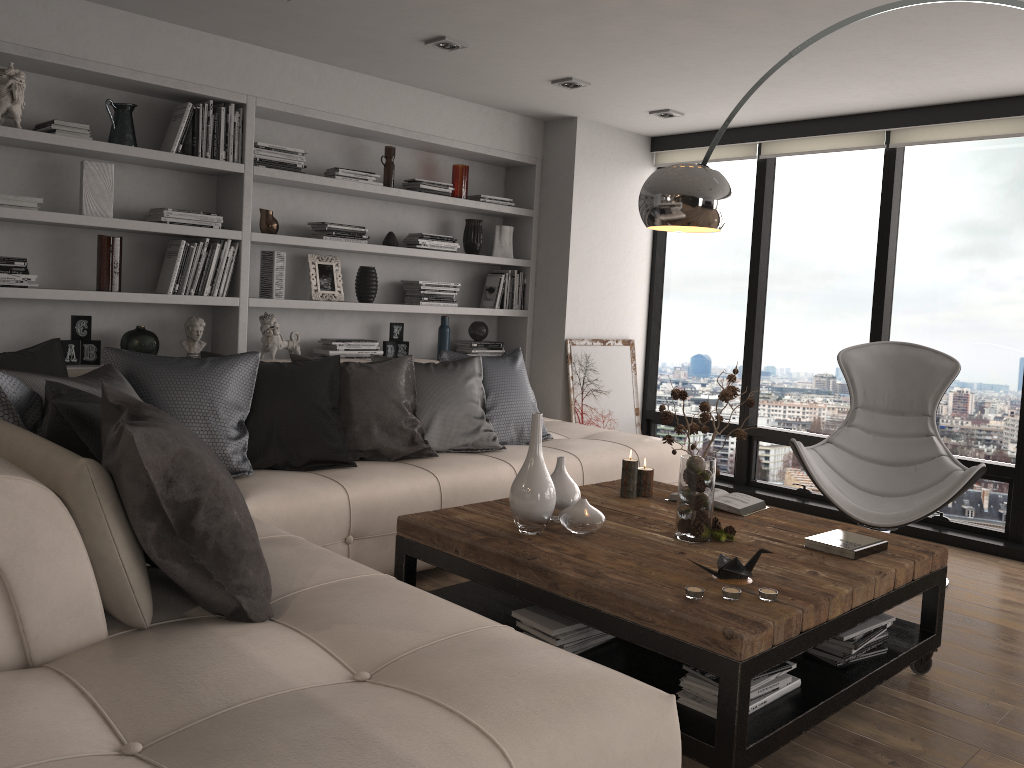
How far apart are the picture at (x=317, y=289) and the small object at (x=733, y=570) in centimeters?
310cm

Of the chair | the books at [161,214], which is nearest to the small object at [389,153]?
the books at [161,214]

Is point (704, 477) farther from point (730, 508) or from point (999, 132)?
point (999, 132)

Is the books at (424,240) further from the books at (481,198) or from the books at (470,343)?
the books at (470,343)

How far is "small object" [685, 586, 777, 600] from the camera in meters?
2.4

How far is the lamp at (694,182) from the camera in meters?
2.9 m

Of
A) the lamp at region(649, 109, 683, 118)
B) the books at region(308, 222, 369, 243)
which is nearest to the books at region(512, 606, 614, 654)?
the books at region(308, 222, 369, 243)

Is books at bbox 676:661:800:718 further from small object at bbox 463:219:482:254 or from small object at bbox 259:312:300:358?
small object at bbox 463:219:482:254

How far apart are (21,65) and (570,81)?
2.64m

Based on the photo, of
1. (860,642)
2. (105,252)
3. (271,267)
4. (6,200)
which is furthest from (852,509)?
(6,200)
